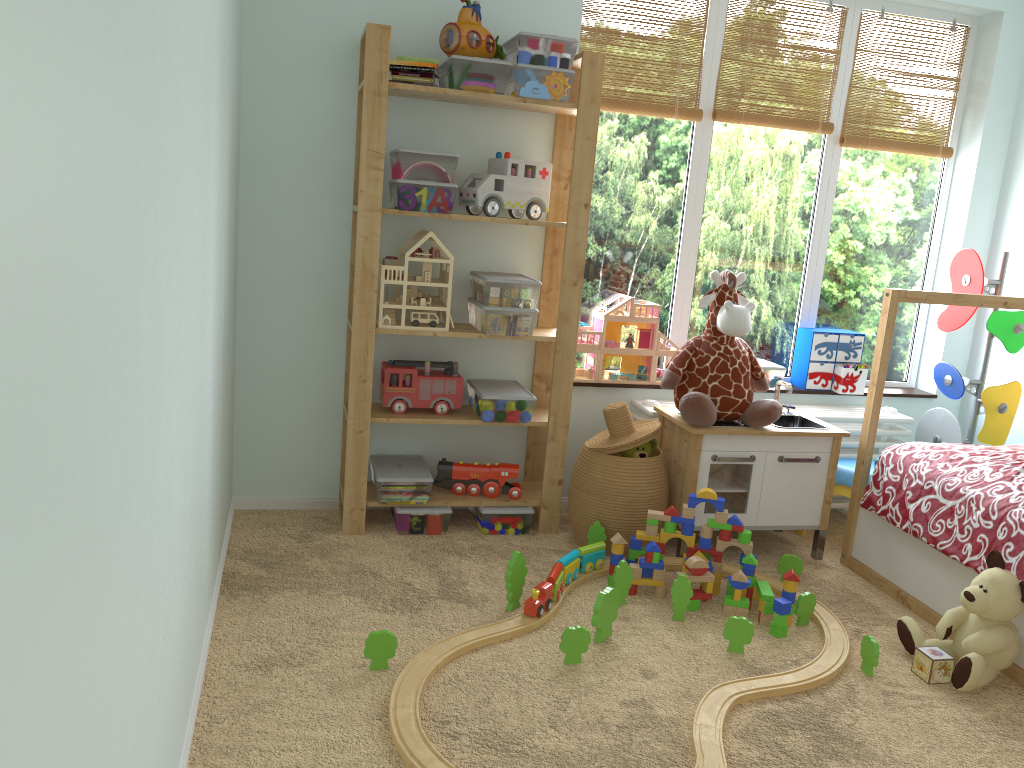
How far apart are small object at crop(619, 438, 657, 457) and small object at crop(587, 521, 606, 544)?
0.3m

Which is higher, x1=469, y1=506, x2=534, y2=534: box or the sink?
the sink

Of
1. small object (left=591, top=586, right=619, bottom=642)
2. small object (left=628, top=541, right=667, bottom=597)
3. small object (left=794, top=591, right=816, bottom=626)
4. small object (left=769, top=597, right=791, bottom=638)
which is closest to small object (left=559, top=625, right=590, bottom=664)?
small object (left=591, top=586, right=619, bottom=642)

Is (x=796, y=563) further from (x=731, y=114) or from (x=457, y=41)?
(x=457, y=41)

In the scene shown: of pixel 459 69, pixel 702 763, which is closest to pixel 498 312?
pixel 459 69

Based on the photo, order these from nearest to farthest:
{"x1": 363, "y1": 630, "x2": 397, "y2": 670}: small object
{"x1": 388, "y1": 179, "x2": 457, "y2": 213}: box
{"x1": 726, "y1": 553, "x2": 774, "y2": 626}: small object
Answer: {"x1": 363, "y1": 630, "x2": 397, "y2": 670}: small object
{"x1": 726, "y1": 553, "x2": 774, "y2": 626}: small object
{"x1": 388, "y1": 179, "x2": 457, "y2": 213}: box

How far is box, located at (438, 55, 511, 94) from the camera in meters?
2.8

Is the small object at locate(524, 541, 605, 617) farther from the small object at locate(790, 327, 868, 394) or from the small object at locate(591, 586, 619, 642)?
the small object at locate(790, 327, 868, 394)

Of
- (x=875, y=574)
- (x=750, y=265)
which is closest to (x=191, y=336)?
(x=875, y=574)

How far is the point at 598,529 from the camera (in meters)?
2.93
